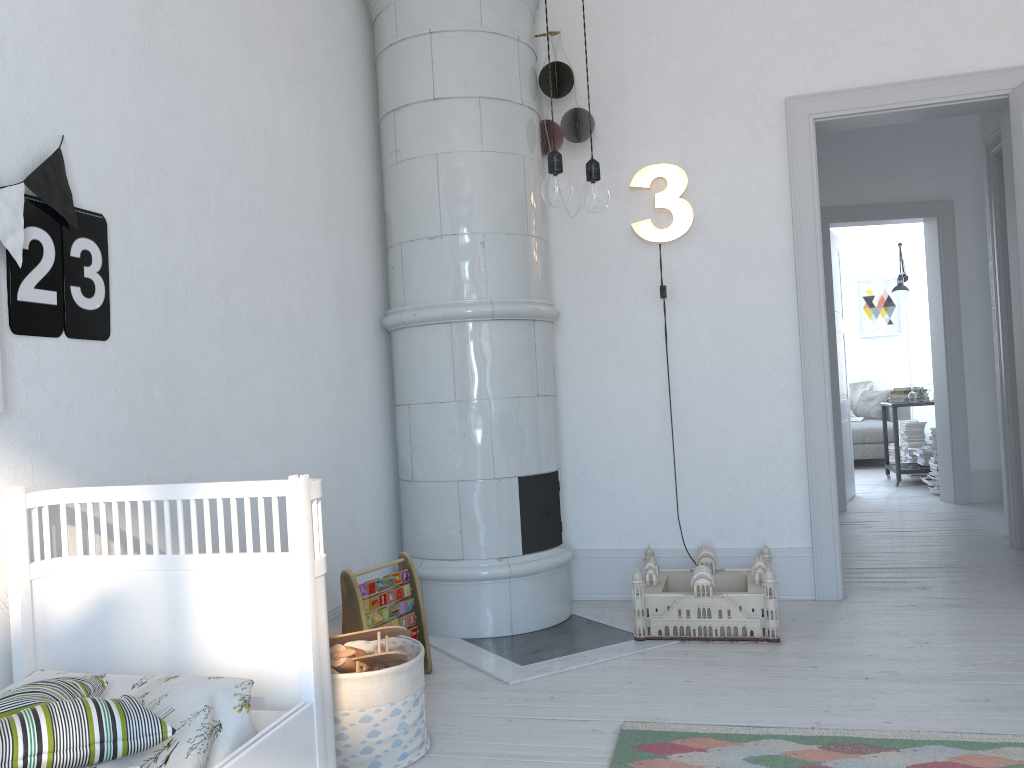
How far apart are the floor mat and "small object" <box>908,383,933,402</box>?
5.80m

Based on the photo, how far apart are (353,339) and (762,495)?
1.9 meters

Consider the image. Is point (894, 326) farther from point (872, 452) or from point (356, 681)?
point (356, 681)

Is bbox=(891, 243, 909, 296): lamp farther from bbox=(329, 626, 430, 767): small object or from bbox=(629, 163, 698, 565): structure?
bbox=(329, 626, 430, 767): small object

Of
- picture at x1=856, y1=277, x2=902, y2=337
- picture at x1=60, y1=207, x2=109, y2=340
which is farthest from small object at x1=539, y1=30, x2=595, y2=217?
picture at x1=856, y1=277, x2=902, y2=337

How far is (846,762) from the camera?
2.2 meters

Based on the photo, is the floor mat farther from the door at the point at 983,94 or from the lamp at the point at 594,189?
the door at the point at 983,94

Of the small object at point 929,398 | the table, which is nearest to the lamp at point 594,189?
the table

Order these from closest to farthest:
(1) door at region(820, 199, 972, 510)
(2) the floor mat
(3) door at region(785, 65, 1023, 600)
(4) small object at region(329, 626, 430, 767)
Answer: (2) the floor mat
(4) small object at region(329, 626, 430, 767)
(3) door at region(785, 65, 1023, 600)
(1) door at region(820, 199, 972, 510)

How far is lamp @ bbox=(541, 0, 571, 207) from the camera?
2.1m
